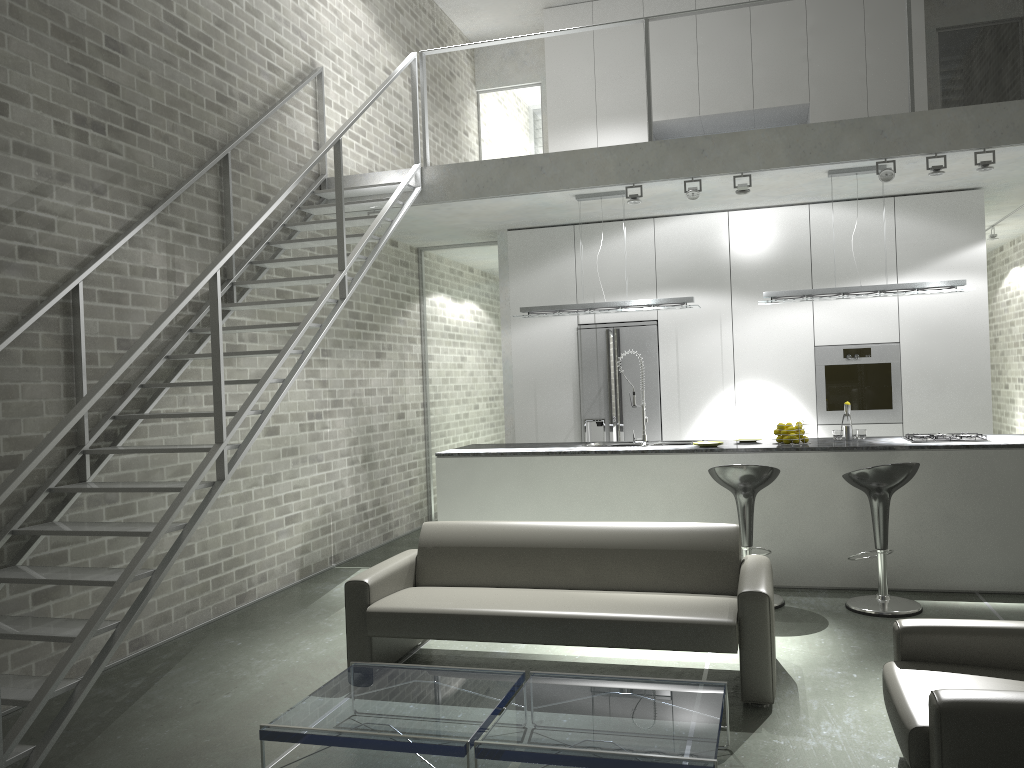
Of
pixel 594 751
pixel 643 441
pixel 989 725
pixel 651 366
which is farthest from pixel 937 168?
pixel 594 751

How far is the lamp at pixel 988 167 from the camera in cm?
611

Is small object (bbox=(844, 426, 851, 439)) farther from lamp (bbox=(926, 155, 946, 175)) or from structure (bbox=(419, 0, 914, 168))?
structure (bbox=(419, 0, 914, 168))

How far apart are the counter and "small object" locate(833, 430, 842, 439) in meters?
0.2

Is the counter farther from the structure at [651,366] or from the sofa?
the sofa

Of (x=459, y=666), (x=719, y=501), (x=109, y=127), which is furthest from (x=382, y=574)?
(x=109, y=127)

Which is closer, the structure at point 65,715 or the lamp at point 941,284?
the structure at point 65,715

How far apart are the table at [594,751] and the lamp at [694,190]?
4.10m

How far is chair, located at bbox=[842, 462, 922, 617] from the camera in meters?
5.3

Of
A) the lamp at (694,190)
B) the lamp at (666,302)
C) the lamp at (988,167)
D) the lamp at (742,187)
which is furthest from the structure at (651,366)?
the lamp at (988,167)
